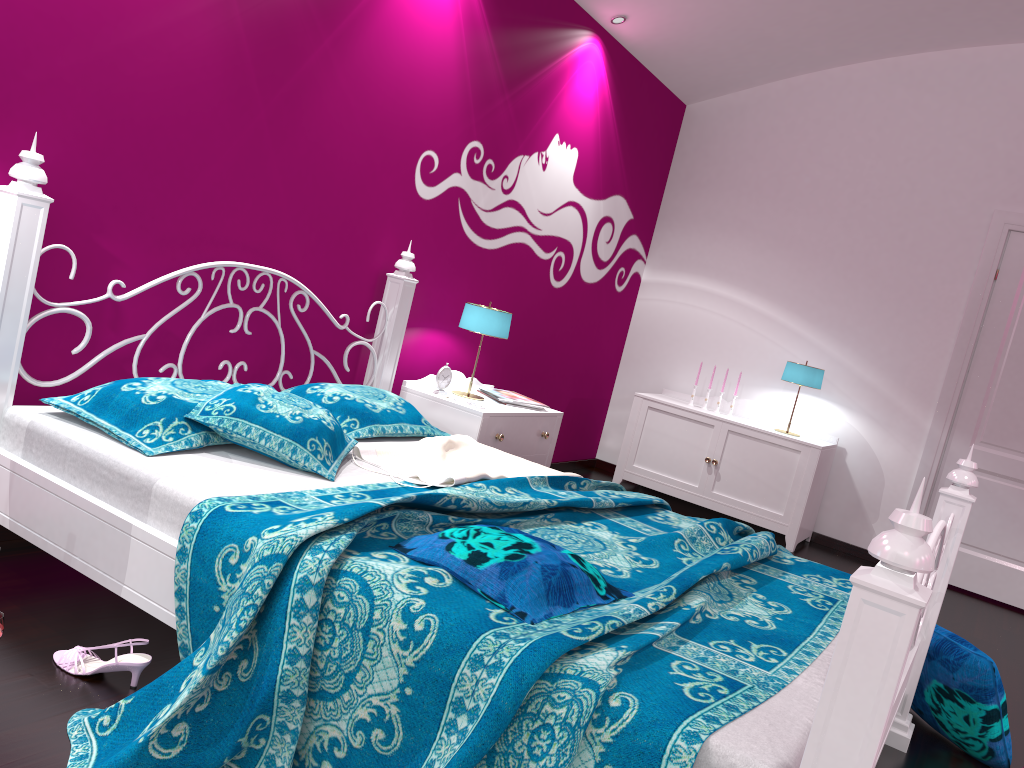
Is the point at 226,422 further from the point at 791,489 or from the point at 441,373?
the point at 791,489

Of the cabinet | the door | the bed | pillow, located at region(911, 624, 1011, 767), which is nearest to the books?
A: the bed

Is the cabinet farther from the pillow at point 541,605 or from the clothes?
the pillow at point 541,605

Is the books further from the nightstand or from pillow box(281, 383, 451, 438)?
pillow box(281, 383, 451, 438)

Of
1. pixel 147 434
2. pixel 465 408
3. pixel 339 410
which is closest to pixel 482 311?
pixel 465 408

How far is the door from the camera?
4.9m

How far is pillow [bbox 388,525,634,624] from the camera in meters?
1.7

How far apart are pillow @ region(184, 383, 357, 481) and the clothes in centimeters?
2cm

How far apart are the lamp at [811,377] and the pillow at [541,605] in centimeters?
341cm

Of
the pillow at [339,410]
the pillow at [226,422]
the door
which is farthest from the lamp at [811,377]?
the pillow at [226,422]
